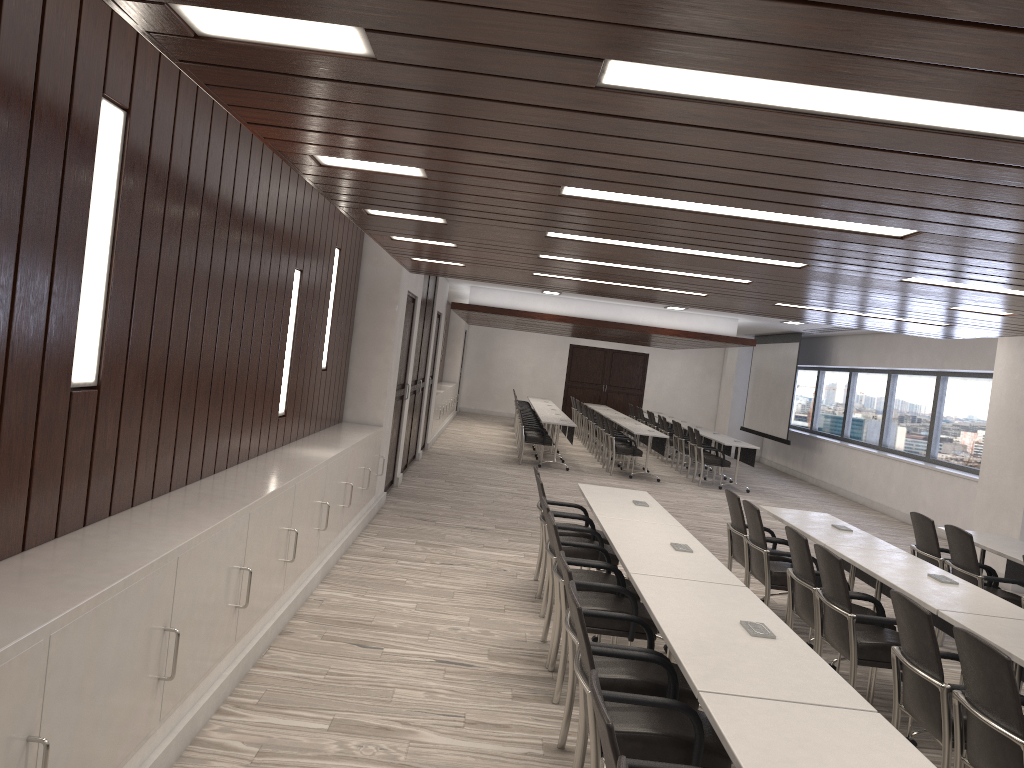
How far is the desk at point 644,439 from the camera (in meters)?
16.65

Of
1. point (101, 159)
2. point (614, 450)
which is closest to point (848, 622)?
point (101, 159)

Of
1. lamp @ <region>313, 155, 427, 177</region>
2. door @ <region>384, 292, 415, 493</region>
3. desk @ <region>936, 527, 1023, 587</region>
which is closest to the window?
desk @ <region>936, 527, 1023, 587</region>

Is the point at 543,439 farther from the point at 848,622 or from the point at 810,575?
the point at 848,622

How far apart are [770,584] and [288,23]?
5.15m

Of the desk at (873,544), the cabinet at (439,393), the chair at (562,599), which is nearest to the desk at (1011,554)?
the desk at (873,544)

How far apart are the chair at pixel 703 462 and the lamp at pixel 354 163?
11.67m

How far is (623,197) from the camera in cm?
372

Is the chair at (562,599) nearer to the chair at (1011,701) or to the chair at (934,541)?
the chair at (1011,701)

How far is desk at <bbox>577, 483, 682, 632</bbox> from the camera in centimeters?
605cm
